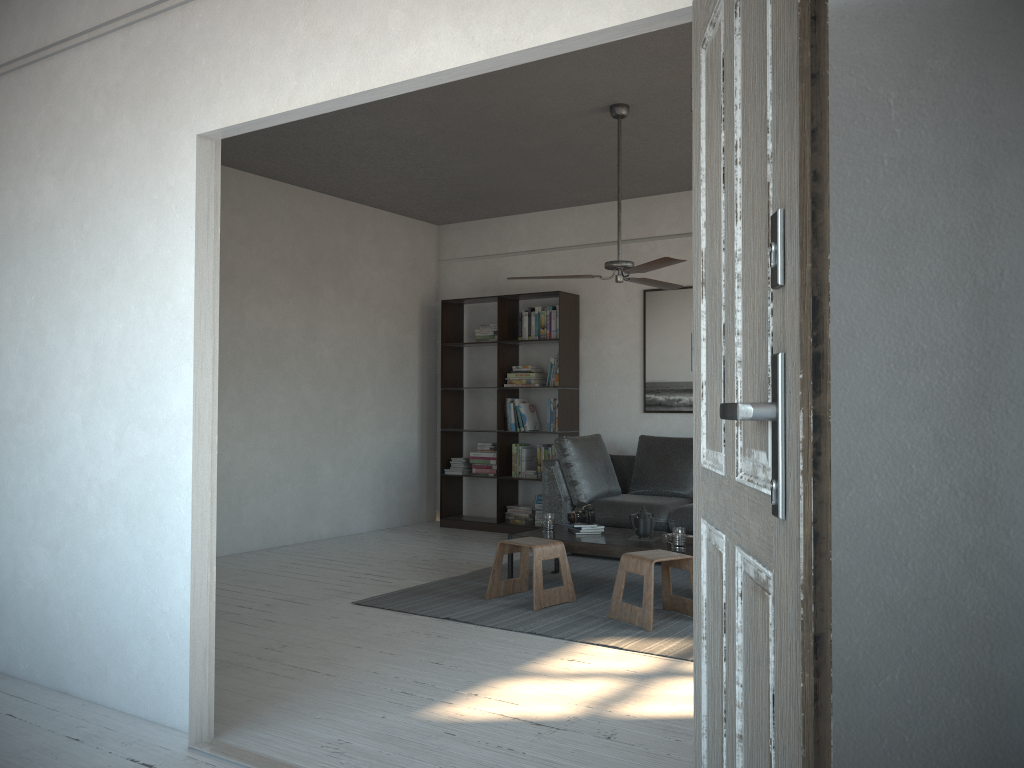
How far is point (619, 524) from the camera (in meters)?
6.34

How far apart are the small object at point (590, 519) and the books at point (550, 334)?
2.1m

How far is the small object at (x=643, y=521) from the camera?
5.3 meters

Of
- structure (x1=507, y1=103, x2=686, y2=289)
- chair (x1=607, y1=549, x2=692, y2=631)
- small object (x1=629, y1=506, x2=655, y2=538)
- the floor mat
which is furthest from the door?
small object (x1=629, y1=506, x2=655, y2=538)

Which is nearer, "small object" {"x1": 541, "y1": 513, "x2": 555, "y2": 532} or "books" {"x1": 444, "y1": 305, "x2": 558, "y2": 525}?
"small object" {"x1": 541, "y1": 513, "x2": 555, "y2": 532}

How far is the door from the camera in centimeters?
106cm

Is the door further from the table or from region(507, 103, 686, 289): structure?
the table

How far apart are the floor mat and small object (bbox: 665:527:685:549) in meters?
0.3

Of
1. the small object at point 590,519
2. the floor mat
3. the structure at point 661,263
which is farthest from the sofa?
the structure at point 661,263

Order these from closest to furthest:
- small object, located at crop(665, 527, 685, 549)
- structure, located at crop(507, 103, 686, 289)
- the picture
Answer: structure, located at crop(507, 103, 686, 289) → small object, located at crop(665, 527, 685, 549) → the picture
